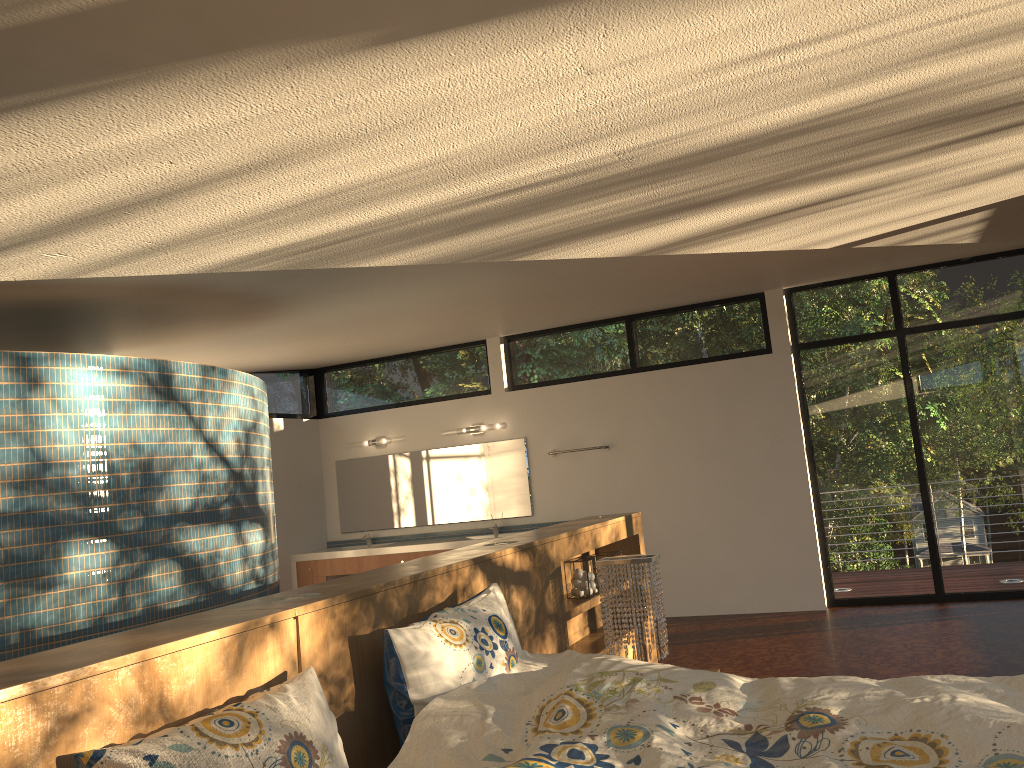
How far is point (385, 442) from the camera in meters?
8.1

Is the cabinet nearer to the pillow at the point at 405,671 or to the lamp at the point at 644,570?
the lamp at the point at 644,570

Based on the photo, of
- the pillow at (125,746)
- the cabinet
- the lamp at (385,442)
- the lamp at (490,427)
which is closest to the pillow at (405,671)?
the pillow at (125,746)

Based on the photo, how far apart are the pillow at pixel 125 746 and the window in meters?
5.4

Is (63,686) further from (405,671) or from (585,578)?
(585,578)

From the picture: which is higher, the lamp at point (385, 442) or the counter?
the lamp at point (385, 442)

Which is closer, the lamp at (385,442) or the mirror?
the mirror

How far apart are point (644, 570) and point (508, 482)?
4.17m

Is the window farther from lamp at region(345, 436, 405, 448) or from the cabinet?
the cabinet

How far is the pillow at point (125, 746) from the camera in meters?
1.6 m
